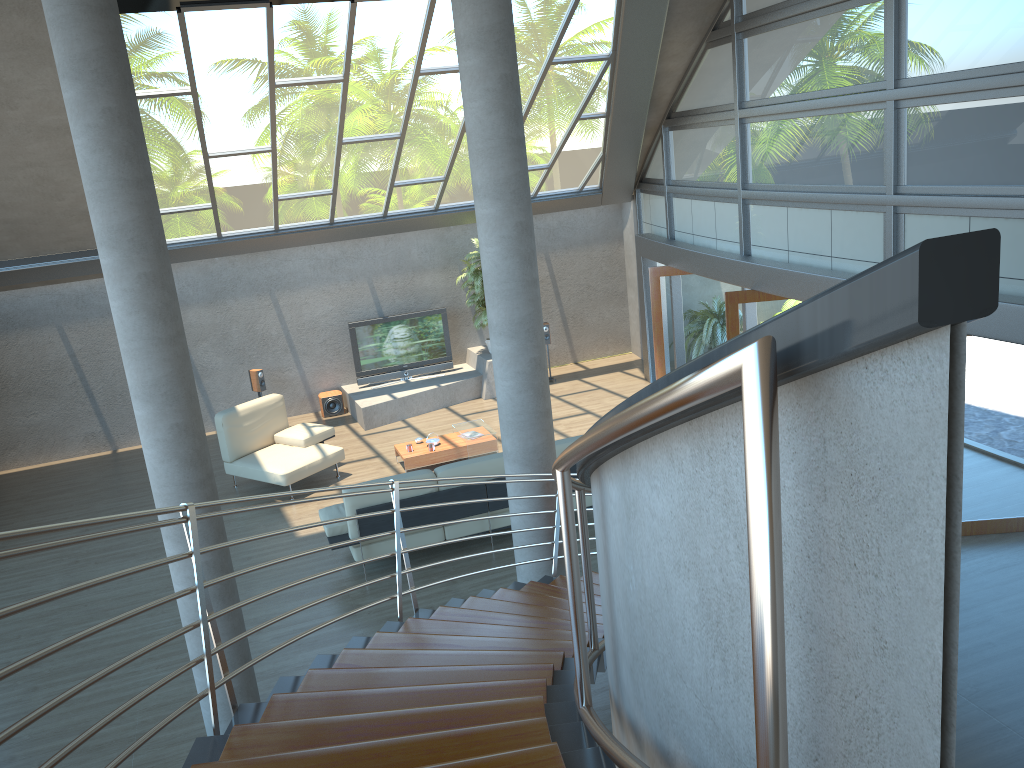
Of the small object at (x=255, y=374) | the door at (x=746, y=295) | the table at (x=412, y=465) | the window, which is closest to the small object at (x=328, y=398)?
the small object at (x=255, y=374)

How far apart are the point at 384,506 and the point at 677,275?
5.90m

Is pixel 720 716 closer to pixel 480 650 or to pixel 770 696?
Answer: pixel 770 696

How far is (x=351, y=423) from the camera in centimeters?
1342cm

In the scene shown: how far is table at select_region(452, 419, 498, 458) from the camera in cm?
1106

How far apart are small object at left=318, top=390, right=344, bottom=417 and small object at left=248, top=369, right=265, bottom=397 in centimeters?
95cm

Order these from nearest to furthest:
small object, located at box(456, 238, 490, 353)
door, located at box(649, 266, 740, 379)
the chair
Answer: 1. the chair
2. door, located at box(649, 266, 740, 379)
3. small object, located at box(456, 238, 490, 353)

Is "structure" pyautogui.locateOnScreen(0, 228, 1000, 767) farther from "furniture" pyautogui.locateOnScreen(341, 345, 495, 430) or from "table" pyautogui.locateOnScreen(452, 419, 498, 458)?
"furniture" pyautogui.locateOnScreen(341, 345, 495, 430)

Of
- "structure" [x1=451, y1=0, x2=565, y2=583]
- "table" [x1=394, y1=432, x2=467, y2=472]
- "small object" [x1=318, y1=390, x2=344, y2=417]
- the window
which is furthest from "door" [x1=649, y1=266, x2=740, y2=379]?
"structure" [x1=451, y1=0, x2=565, y2=583]

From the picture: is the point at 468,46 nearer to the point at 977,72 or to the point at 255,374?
the point at 977,72
